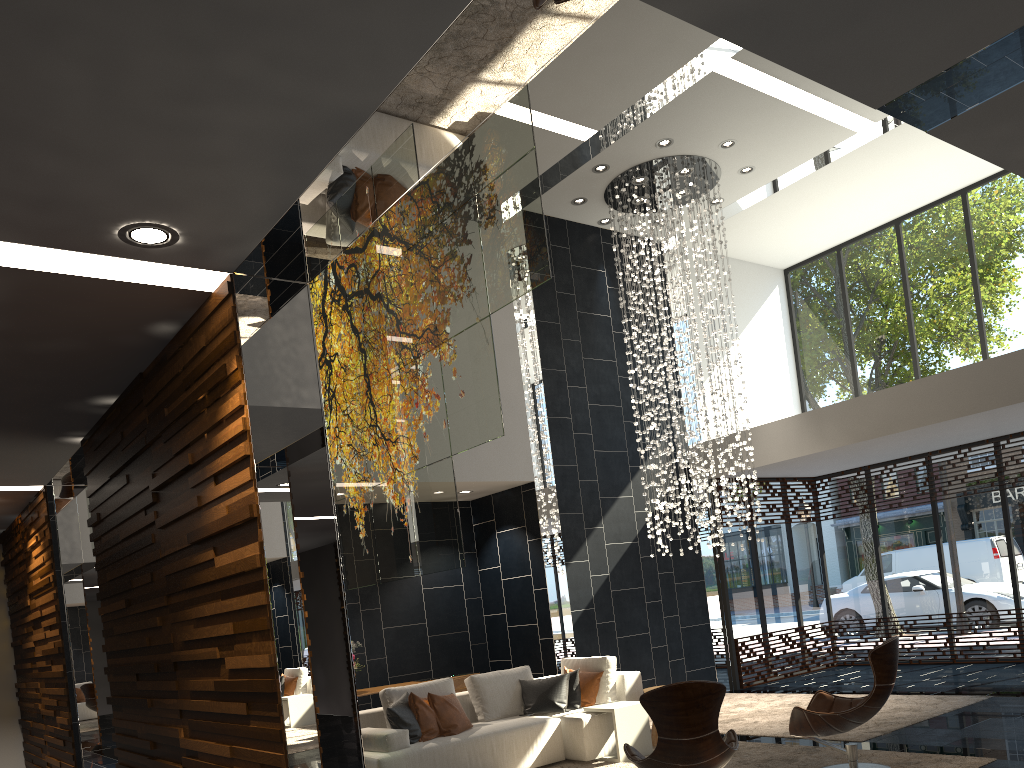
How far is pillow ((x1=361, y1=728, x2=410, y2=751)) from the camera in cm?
630

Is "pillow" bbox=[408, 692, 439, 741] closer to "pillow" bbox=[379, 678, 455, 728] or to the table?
"pillow" bbox=[379, 678, 455, 728]

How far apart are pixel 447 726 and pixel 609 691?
1.60m

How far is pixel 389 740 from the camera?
6.3 meters

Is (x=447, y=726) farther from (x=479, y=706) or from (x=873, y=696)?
(x=873, y=696)

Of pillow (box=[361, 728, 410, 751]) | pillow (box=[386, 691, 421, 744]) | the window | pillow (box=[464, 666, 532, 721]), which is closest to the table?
pillow (box=[464, 666, 532, 721])

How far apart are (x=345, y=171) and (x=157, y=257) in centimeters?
89cm

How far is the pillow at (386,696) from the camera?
7.0 meters

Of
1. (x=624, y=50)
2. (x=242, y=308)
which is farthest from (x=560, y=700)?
(x=624, y=50)

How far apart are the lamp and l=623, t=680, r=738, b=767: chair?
4.45m
